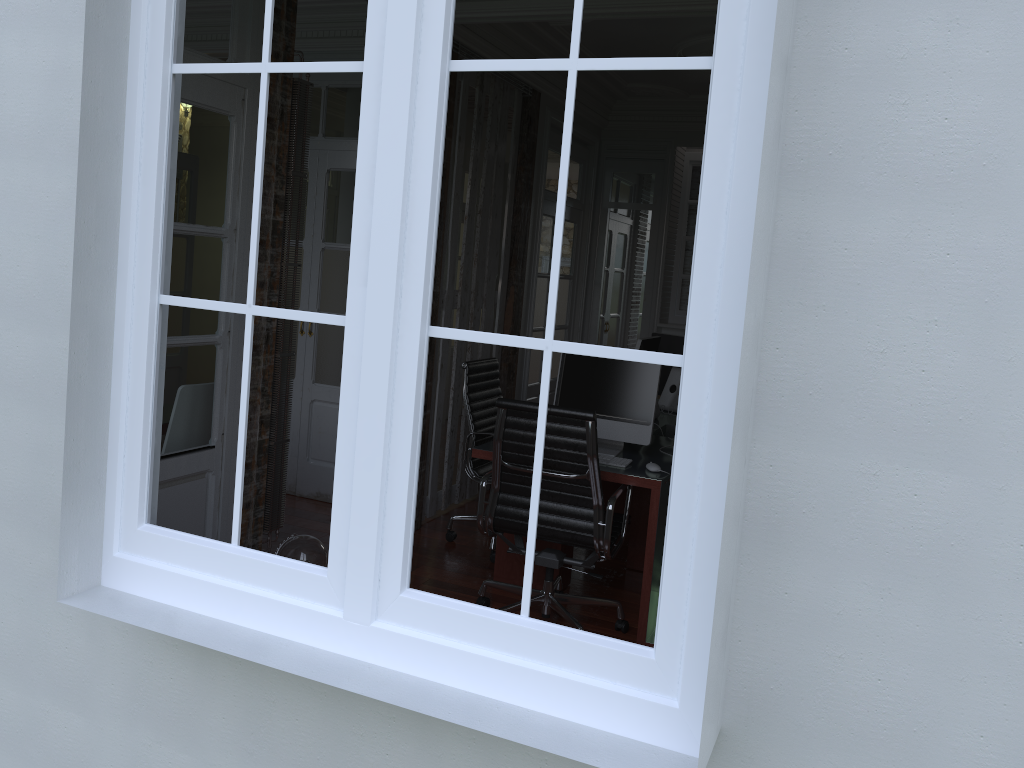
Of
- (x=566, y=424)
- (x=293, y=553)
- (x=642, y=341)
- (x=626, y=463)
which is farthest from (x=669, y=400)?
(x=293, y=553)

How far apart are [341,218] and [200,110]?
2.1 meters

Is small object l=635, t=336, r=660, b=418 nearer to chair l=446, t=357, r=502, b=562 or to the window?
chair l=446, t=357, r=502, b=562

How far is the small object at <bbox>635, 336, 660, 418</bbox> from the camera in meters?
5.0

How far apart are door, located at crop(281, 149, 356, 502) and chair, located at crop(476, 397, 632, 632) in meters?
1.8

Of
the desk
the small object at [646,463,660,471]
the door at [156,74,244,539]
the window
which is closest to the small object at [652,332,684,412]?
the desk

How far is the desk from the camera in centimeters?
371cm

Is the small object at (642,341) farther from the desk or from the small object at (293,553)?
the small object at (293,553)

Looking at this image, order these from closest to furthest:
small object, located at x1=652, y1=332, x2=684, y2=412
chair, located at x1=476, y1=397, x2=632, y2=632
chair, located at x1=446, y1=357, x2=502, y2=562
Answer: chair, located at x1=476, y1=397, x2=632, y2=632 < chair, located at x1=446, y1=357, x2=502, y2=562 < small object, located at x1=652, y1=332, x2=684, y2=412

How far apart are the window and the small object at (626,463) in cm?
210
